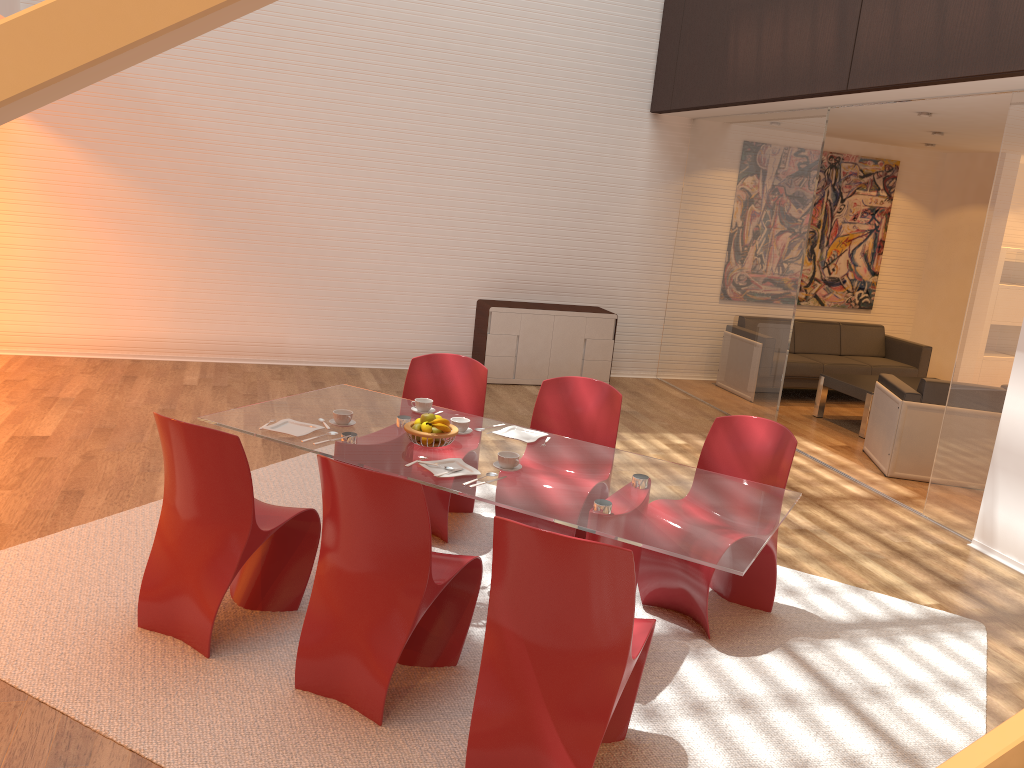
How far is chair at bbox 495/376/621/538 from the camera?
4.52m

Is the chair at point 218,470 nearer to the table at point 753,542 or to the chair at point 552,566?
the table at point 753,542

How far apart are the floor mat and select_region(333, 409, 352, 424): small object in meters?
0.8 m

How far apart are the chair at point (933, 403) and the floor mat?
2.40m

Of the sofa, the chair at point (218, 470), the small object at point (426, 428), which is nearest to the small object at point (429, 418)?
the small object at point (426, 428)

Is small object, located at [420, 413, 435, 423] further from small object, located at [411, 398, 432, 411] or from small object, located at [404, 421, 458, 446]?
small object, located at [411, 398, 432, 411]

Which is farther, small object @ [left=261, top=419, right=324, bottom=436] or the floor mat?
small object @ [left=261, top=419, right=324, bottom=436]

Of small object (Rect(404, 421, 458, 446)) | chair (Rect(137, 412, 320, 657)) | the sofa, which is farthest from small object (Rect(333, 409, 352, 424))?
the sofa

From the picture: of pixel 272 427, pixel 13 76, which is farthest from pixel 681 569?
pixel 13 76

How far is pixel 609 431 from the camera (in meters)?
4.52
